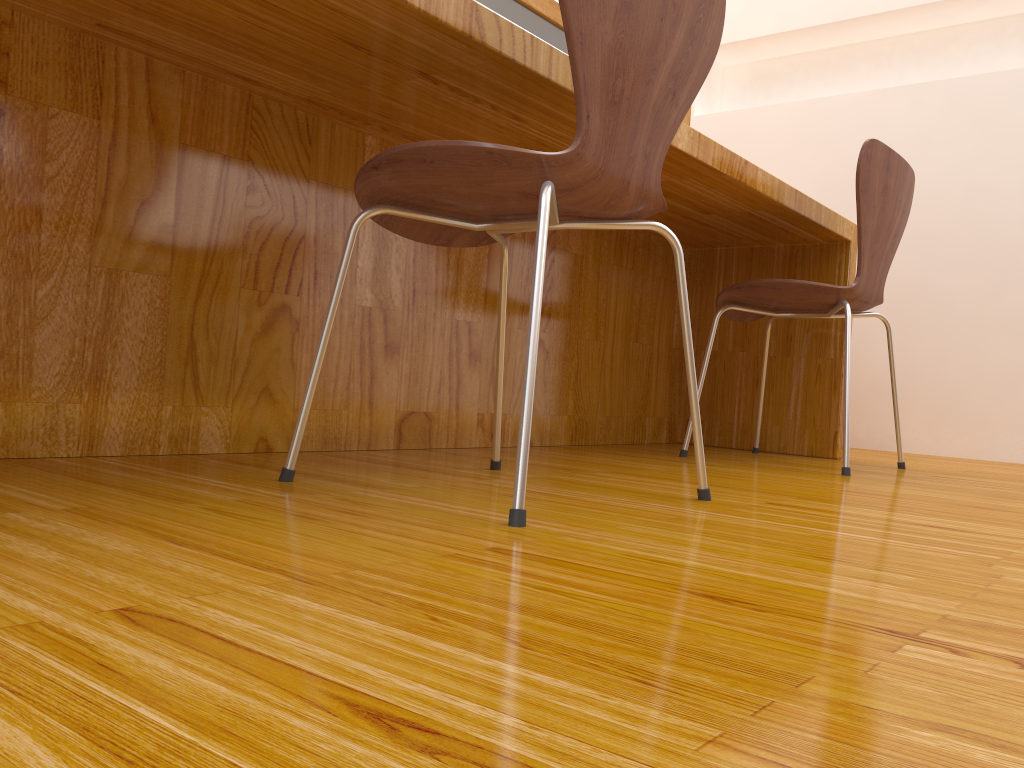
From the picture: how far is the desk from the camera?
1.13m

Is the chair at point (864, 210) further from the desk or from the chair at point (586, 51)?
the chair at point (586, 51)

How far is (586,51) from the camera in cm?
95

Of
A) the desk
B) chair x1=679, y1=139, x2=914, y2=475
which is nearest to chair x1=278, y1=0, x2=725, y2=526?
the desk

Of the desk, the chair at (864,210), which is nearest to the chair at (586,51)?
the desk

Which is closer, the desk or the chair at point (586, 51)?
the chair at point (586, 51)

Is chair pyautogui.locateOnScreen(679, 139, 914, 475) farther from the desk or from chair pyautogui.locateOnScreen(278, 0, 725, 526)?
chair pyautogui.locateOnScreen(278, 0, 725, 526)

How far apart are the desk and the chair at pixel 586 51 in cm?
17

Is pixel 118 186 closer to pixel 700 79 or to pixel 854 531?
pixel 700 79

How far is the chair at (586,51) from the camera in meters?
0.9
